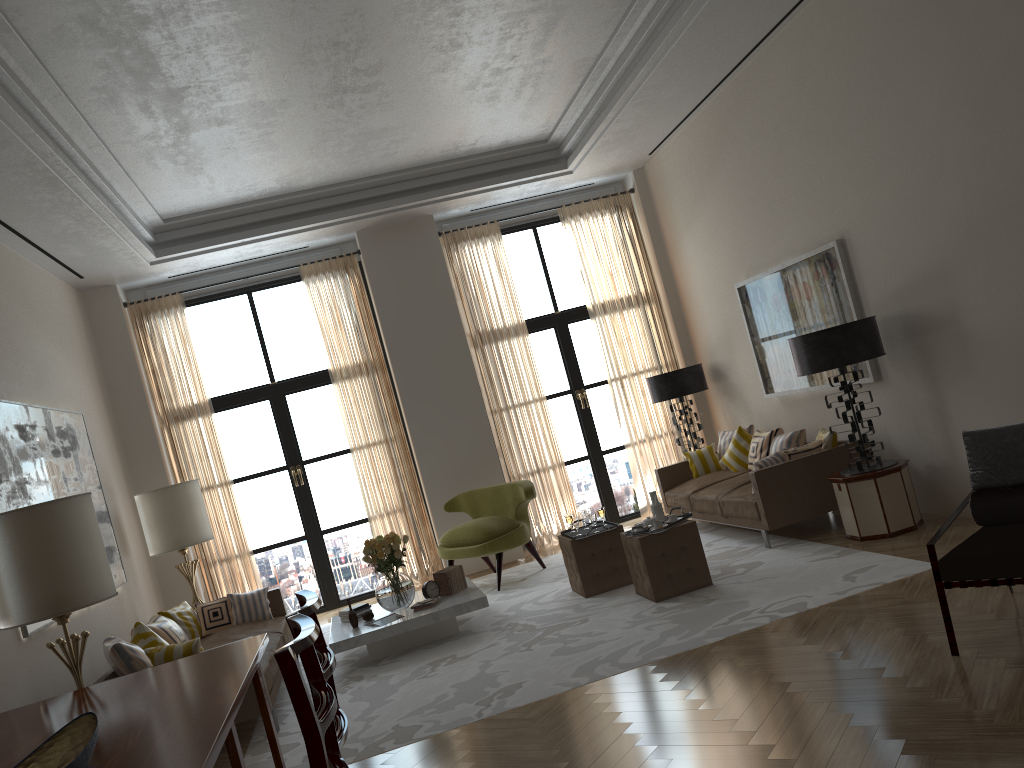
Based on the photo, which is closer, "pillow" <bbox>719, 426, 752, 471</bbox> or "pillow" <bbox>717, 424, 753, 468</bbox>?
"pillow" <bbox>719, 426, 752, 471</bbox>

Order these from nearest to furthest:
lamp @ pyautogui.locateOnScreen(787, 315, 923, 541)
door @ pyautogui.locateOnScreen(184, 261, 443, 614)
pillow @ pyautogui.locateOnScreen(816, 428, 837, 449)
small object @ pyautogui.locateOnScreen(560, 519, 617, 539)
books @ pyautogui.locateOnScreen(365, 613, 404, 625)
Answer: lamp @ pyautogui.locateOnScreen(787, 315, 923, 541), books @ pyautogui.locateOnScreen(365, 613, 404, 625), small object @ pyautogui.locateOnScreen(560, 519, 617, 539), pillow @ pyautogui.locateOnScreen(816, 428, 837, 449), door @ pyautogui.locateOnScreen(184, 261, 443, 614)

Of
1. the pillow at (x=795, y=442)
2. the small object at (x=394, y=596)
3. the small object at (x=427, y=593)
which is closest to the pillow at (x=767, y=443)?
the pillow at (x=795, y=442)

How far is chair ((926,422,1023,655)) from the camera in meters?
4.9 m

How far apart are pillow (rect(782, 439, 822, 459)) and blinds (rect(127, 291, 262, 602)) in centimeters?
717cm

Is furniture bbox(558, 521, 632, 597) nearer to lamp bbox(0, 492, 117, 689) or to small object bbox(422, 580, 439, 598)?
small object bbox(422, 580, 439, 598)

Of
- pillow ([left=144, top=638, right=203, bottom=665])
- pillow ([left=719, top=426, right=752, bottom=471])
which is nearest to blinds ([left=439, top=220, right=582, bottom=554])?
pillow ([left=719, top=426, right=752, bottom=471])

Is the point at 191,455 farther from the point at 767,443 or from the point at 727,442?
the point at 767,443

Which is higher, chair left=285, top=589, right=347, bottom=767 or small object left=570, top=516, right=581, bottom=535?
chair left=285, top=589, right=347, bottom=767

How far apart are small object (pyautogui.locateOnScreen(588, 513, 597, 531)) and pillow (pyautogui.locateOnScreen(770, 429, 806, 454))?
2.63m
